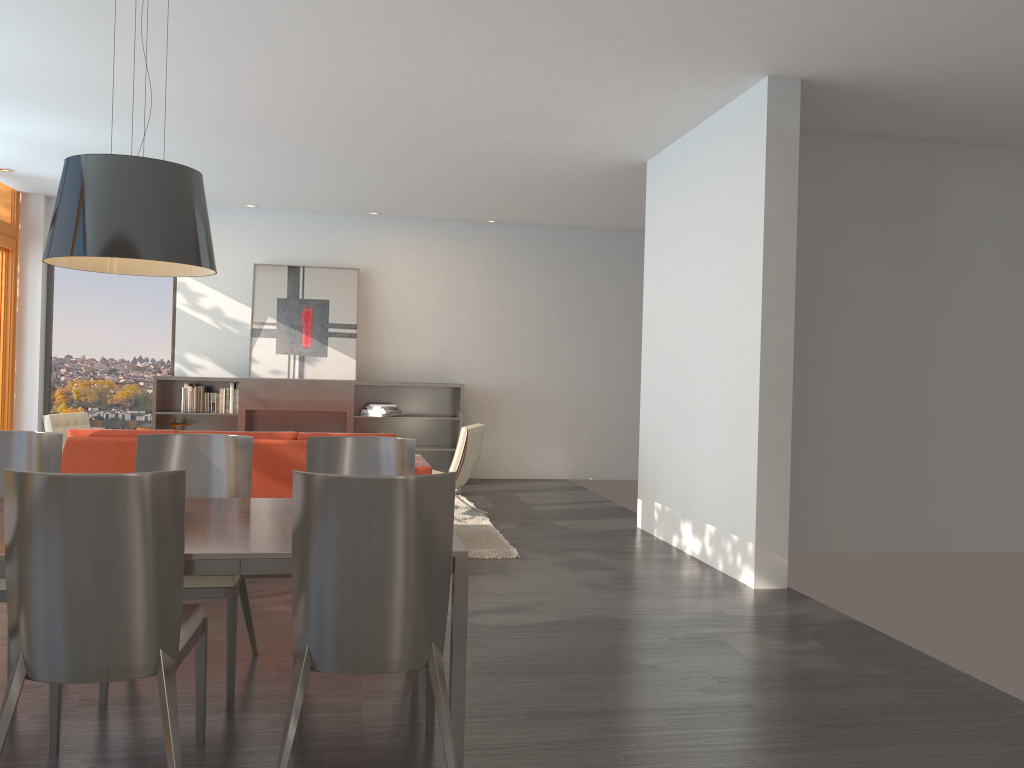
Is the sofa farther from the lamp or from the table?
the lamp

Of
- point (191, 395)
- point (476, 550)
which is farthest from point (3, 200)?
point (476, 550)

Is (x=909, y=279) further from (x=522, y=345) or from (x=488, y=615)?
(x=522, y=345)

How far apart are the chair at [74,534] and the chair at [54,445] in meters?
0.6

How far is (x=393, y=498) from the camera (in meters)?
2.48

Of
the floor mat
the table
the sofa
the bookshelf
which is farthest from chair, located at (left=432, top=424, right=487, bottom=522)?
the table

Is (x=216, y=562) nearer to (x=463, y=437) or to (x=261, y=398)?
(x=463, y=437)

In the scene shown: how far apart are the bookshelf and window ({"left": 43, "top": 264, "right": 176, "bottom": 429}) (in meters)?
0.25

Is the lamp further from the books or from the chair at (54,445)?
the books

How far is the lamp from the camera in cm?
286
